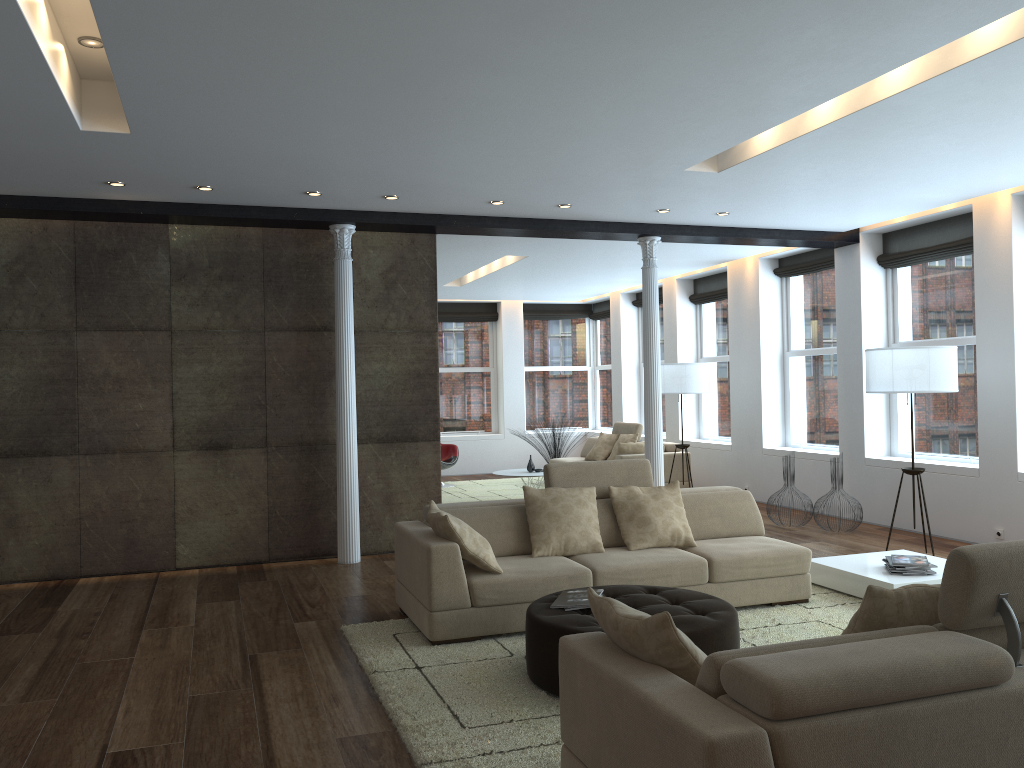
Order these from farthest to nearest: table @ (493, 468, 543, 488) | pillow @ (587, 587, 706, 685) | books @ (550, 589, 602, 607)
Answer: table @ (493, 468, 543, 488)
books @ (550, 589, 602, 607)
pillow @ (587, 587, 706, 685)

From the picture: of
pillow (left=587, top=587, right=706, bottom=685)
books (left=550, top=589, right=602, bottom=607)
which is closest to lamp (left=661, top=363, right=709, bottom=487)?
books (left=550, top=589, right=602, bottom=607)

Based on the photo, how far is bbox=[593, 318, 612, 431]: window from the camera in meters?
15.9 m

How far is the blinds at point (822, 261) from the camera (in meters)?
10.03

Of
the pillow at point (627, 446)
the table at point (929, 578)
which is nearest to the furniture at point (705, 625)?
the table at point (929, 578)

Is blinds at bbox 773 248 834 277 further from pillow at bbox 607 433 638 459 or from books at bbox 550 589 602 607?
books at bbox 550 589 602 607

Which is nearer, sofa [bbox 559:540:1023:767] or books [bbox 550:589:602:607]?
sofa [bbox 559:540:1023:767]

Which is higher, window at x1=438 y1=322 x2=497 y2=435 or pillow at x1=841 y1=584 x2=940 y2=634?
window at x1=438 y1=322 x2=497 y2=435

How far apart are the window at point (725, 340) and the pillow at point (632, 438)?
1.16m

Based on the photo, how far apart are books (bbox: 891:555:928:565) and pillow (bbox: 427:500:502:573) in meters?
2.7 m
